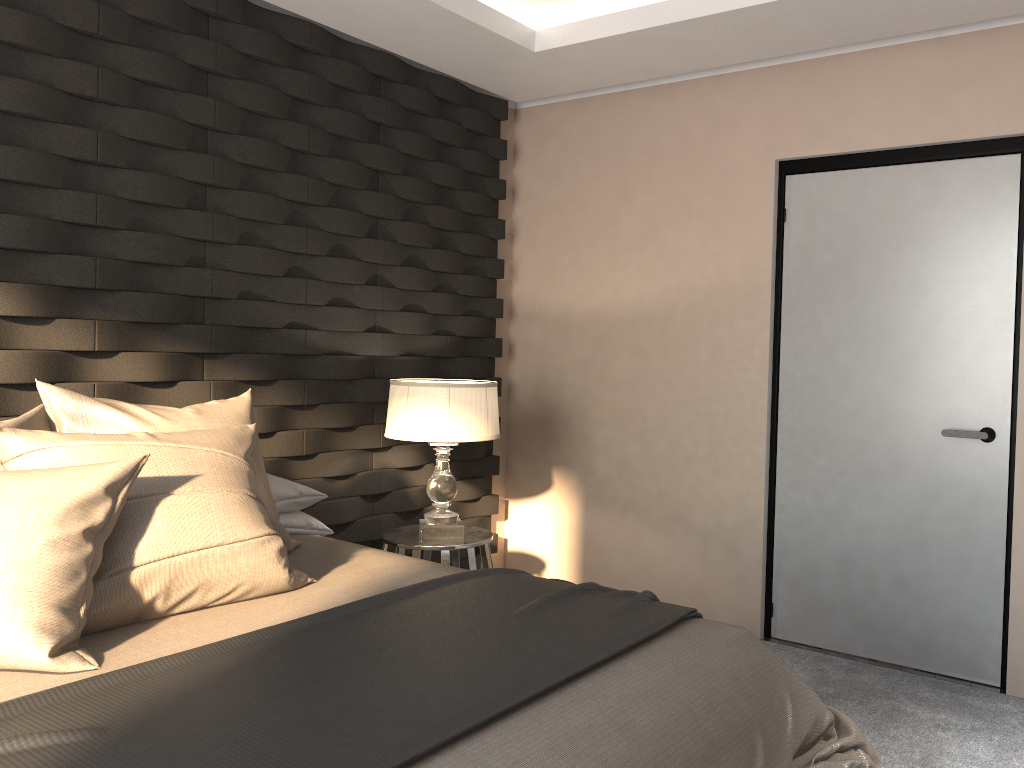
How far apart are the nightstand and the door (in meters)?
1.21

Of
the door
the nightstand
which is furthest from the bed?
the door

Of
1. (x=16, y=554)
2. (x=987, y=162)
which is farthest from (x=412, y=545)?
(x=987, y=162)

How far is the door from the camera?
3.2m

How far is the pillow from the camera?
1.73m

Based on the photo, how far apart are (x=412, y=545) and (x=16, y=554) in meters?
1.8

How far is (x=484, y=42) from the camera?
3.64m

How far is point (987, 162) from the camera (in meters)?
3.24

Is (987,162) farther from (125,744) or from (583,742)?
(125,744)

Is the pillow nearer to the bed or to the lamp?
the bed
